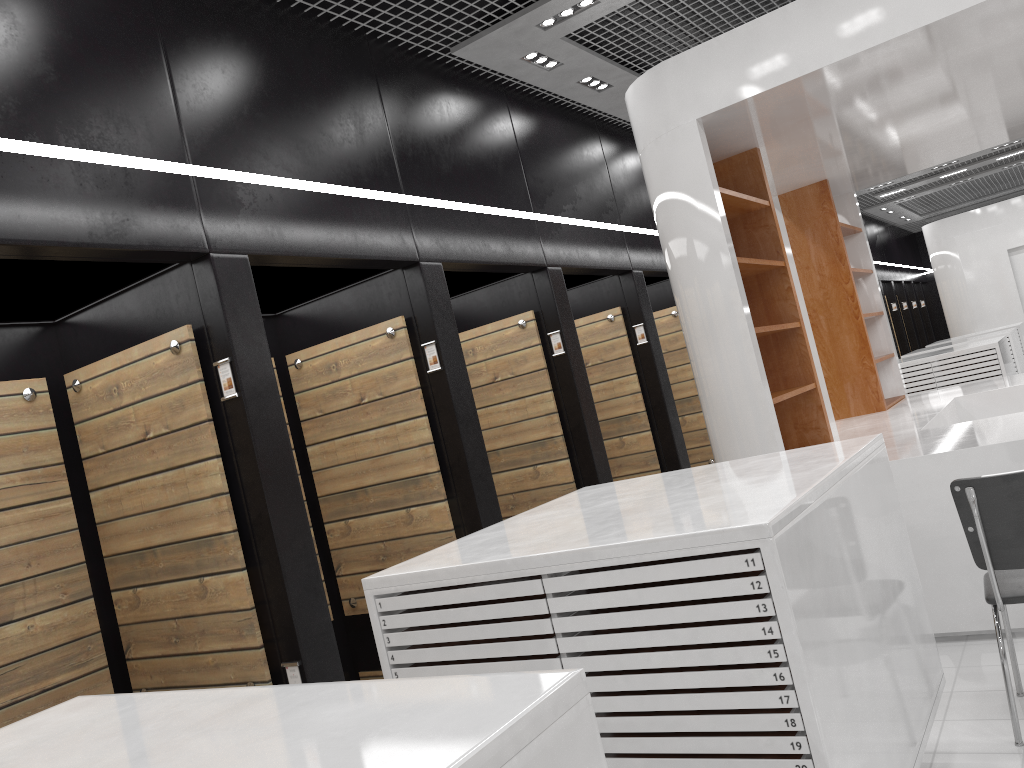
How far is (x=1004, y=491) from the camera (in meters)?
3.14

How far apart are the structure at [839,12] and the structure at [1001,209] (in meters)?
8.99

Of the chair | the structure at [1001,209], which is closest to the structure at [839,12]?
the chair

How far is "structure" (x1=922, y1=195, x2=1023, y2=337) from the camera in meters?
15.6 m

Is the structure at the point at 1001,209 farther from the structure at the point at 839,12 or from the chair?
the chair

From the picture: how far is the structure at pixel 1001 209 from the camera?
15.58m

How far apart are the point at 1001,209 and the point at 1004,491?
14.6m

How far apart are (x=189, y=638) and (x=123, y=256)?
1.72m

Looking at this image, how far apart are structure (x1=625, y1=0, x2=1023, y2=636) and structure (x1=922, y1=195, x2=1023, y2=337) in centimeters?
899cm

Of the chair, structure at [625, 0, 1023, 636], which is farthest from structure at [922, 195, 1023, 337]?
the chair
